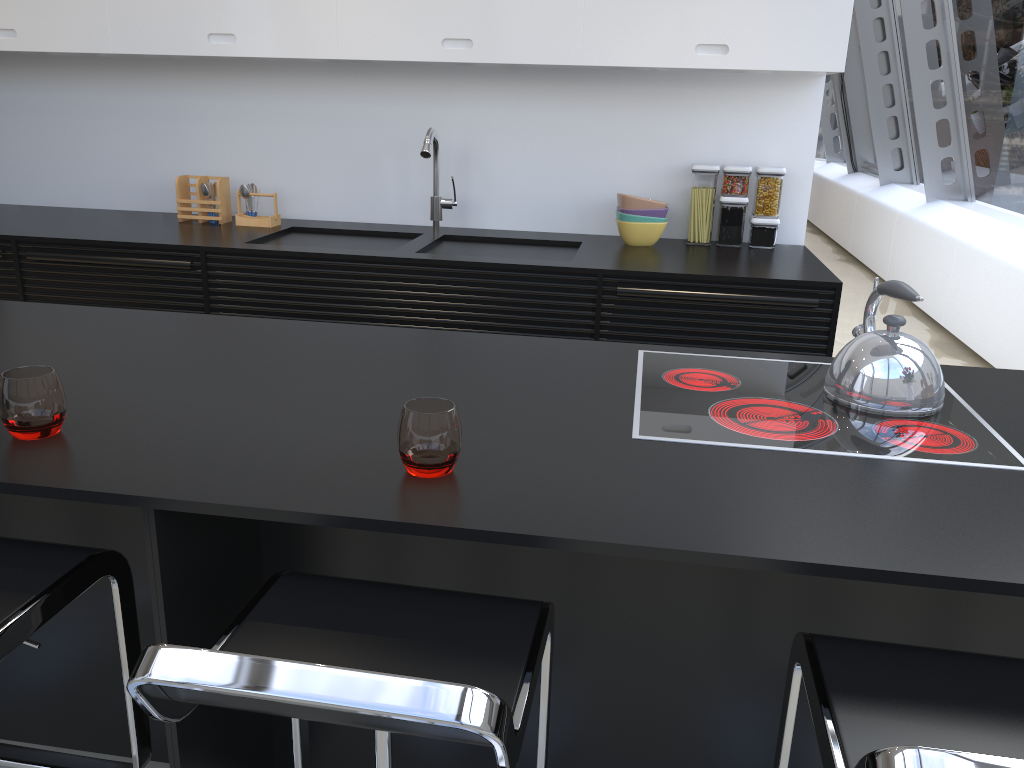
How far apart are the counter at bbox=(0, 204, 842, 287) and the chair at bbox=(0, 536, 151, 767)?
1.9 meters

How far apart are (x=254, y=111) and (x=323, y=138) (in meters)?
0.33

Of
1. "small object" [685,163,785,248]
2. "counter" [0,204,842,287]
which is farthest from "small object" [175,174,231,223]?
"small object" [685,163,785,248]

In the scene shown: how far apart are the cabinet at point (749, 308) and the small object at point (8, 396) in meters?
1.7

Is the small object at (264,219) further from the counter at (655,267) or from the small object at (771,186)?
the small object at (771,186)

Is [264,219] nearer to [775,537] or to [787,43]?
[787,43]

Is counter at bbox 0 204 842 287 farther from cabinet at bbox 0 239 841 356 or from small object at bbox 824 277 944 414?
small object at bbox 824 277 944 414

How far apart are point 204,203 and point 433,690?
3.29m

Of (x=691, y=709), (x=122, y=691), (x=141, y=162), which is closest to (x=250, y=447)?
(x=122, y=691)

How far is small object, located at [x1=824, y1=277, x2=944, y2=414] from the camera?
1.6m
